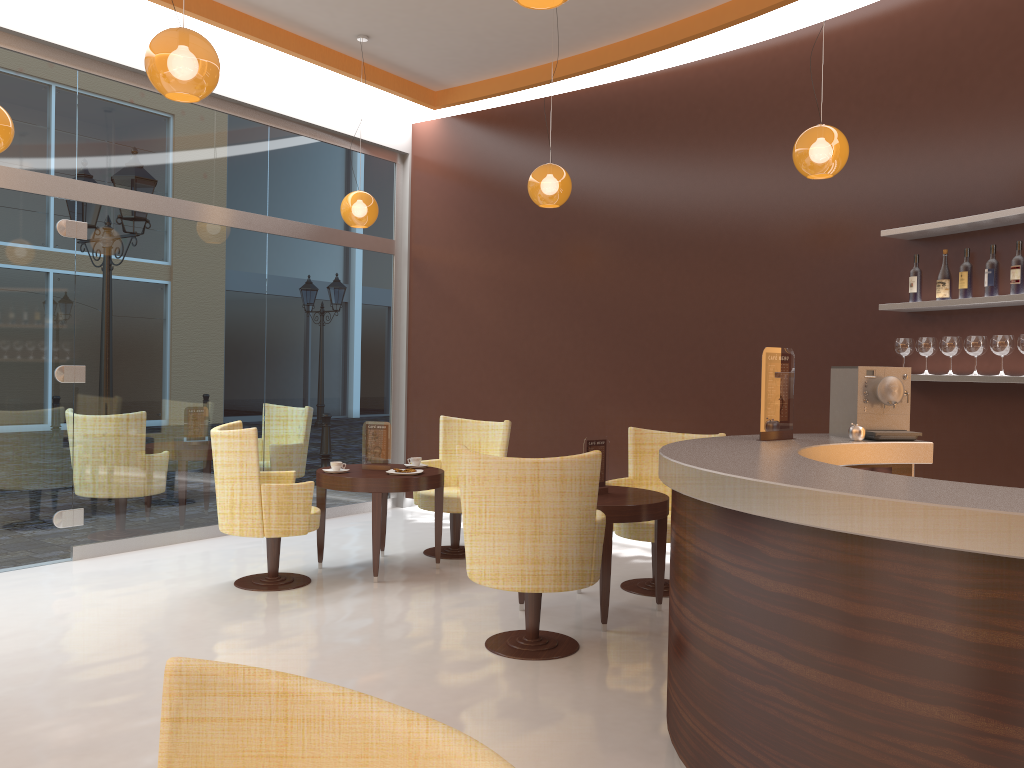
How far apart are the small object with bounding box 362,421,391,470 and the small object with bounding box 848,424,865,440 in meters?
3.2 m

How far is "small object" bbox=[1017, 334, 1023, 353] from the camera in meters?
4.6 m

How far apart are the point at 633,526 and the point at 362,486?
1.7m

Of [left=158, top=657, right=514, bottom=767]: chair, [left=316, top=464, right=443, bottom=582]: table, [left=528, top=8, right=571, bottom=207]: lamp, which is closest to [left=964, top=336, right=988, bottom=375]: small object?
[left=528, top=8, right=571, bottom=207]: lamp

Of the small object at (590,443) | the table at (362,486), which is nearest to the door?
the table at (362,486)

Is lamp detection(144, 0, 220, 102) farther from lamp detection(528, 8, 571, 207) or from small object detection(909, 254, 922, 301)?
small object detection(909, 254, 922, 301)

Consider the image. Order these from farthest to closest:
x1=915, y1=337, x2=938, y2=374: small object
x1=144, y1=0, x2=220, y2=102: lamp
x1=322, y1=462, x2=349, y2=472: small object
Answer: x1=322, y1=462, x2=349, y2=472: small object, x1=915, y1=337, x2=938, y2=374: small object, x1=144, y1=0, x2=220, y2=102: lamp

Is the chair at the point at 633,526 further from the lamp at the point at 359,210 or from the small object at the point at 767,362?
the lamp at the point at 359,210

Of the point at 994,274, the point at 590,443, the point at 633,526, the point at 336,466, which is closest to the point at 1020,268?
the point at 994,274

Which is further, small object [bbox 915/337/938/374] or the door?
the door
